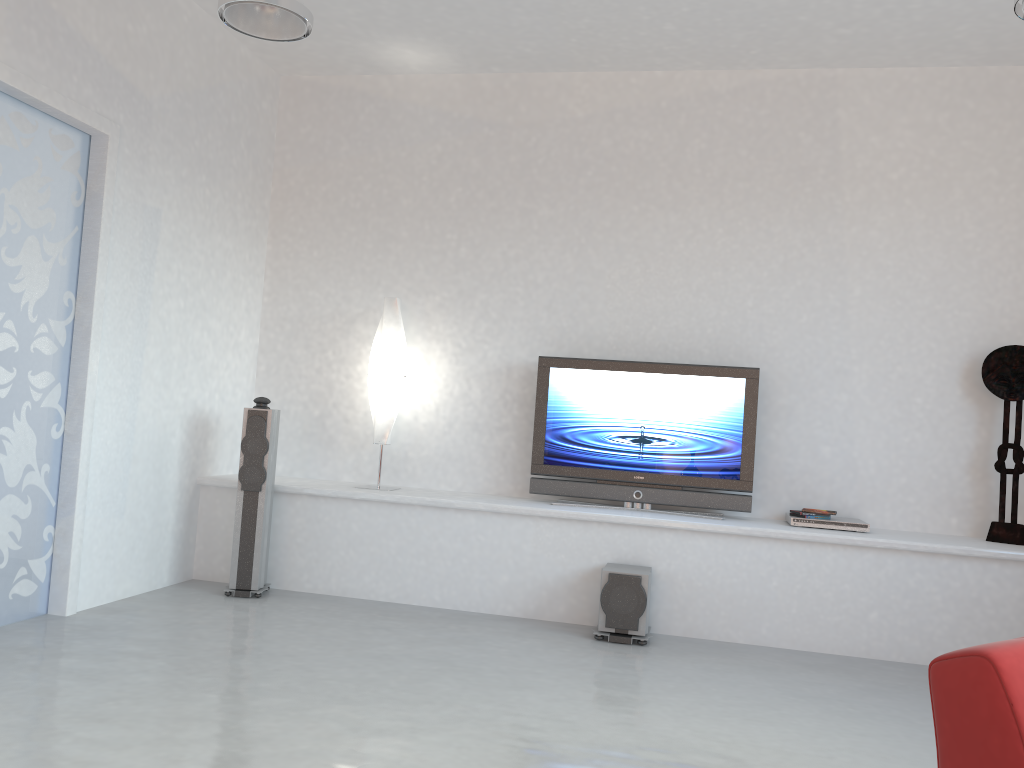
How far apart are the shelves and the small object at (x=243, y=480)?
0.17m

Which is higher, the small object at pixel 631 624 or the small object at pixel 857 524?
the small object at pixel 857 524

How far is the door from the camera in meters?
4.2 m

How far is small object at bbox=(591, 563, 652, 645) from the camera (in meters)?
4.72

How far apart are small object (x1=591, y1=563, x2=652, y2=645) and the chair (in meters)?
2.57

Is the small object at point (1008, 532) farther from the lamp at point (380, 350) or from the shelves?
the lamp at point (380, 350)

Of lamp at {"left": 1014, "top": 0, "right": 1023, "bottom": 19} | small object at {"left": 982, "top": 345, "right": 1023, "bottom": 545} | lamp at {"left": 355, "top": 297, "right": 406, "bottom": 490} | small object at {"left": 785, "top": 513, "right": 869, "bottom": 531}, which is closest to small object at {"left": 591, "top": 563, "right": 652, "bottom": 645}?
small object at {"left": 785, "top": 513, "right": 869, "bottom": 531}

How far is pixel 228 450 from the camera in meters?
6.0

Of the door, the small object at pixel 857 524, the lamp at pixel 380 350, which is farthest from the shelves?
the door

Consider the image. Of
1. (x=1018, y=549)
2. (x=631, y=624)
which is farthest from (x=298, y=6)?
(x=1018, y=549)
